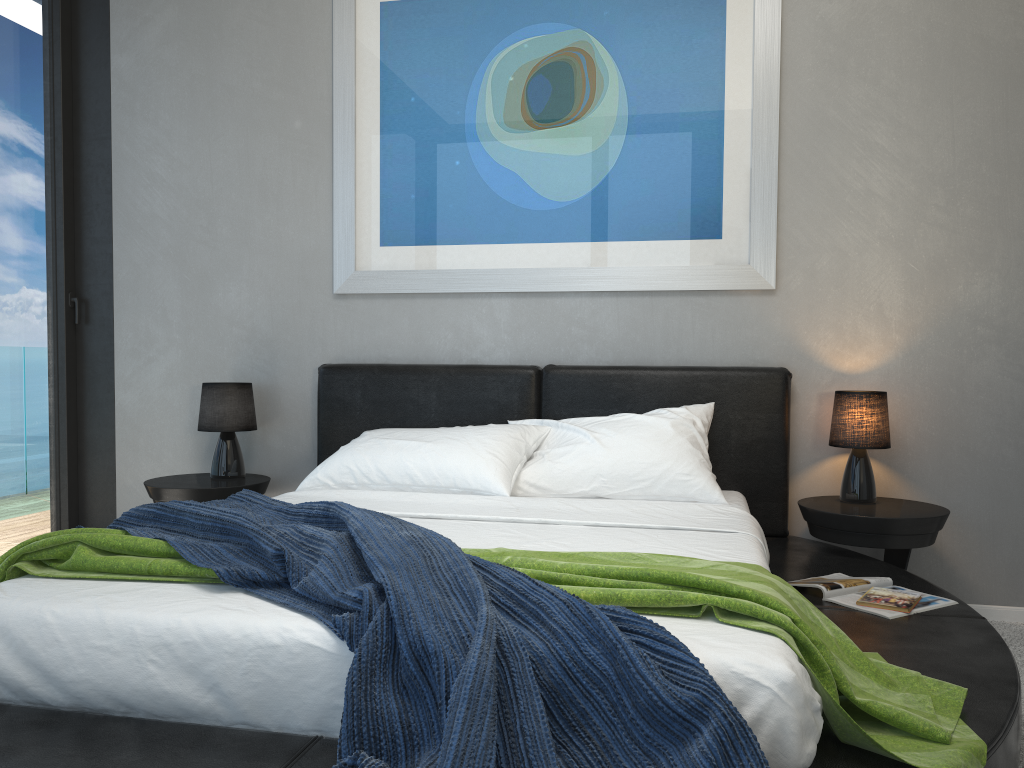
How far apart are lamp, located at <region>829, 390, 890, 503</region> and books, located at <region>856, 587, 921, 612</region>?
0.7 meters

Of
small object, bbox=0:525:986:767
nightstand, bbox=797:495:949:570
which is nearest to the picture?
nightstand, bbox=797:495:949:570

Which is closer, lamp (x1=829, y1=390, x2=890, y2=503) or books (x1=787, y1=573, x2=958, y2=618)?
books (x1=787, y1=573, x2=958, y2=618)

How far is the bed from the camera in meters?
1.5 m

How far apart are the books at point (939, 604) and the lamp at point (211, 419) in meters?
2.3

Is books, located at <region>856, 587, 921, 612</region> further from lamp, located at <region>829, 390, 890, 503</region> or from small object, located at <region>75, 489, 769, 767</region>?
small object, located at <region>75, 489, 769, 767</region>

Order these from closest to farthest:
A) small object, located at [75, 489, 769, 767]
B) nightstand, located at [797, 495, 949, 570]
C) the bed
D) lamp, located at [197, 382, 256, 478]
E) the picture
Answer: small object, located at [75, 489, 769, 767]
the bed
nightstand, located at [797, 495, 949, 570]
the picture
lamp, located at [197, 382, 256, 478]

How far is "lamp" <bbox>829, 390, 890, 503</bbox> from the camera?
3.11m

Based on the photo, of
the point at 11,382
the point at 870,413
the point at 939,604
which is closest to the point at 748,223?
the point at 870,413

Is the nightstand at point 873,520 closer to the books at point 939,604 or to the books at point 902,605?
the books at point 939,604
